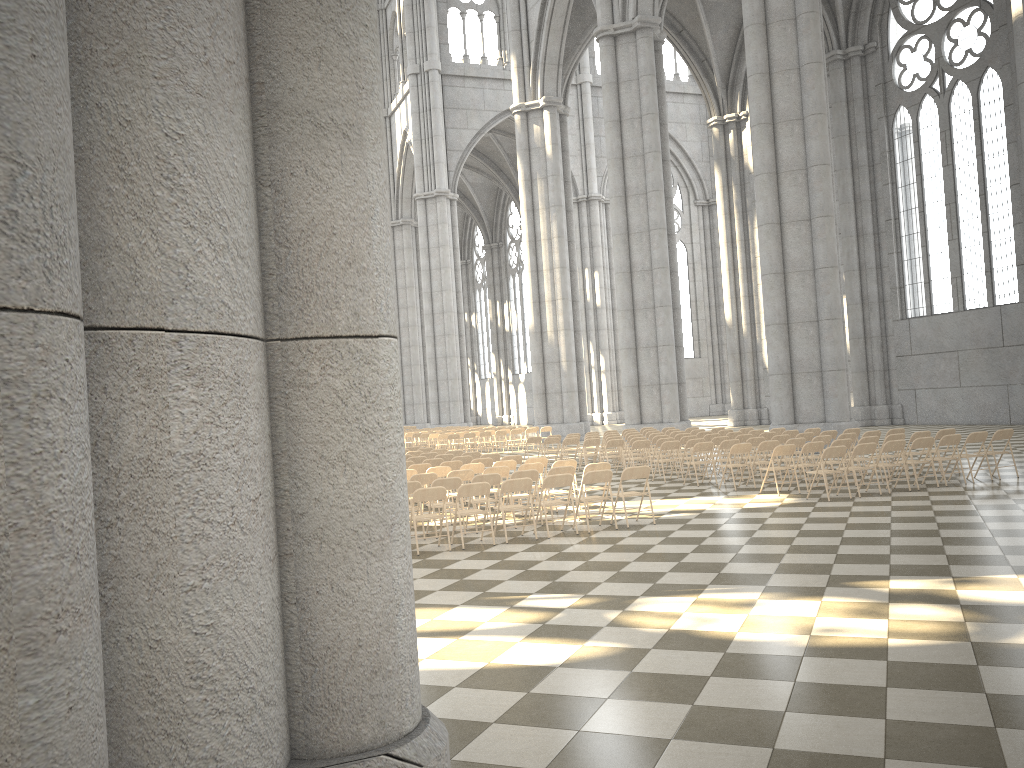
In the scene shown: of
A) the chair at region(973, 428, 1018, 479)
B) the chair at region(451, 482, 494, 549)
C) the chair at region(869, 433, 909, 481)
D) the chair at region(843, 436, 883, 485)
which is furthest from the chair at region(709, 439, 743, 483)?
the chair at region(451, 482, 494, 549)

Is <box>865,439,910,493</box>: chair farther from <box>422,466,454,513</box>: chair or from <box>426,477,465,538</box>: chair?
<box>422,466,454,513</box>: chair

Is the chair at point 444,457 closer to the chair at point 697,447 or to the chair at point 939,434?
the chair at point 697,447

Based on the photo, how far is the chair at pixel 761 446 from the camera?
15.6 meters

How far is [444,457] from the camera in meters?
18.2

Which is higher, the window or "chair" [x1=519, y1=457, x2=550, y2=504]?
the window

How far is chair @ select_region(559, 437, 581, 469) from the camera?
21.8 meters

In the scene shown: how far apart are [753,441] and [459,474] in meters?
6.4 m

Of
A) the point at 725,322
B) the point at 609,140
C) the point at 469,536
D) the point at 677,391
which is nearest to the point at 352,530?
the point at 469,536

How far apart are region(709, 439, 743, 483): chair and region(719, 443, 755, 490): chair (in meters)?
1.16
